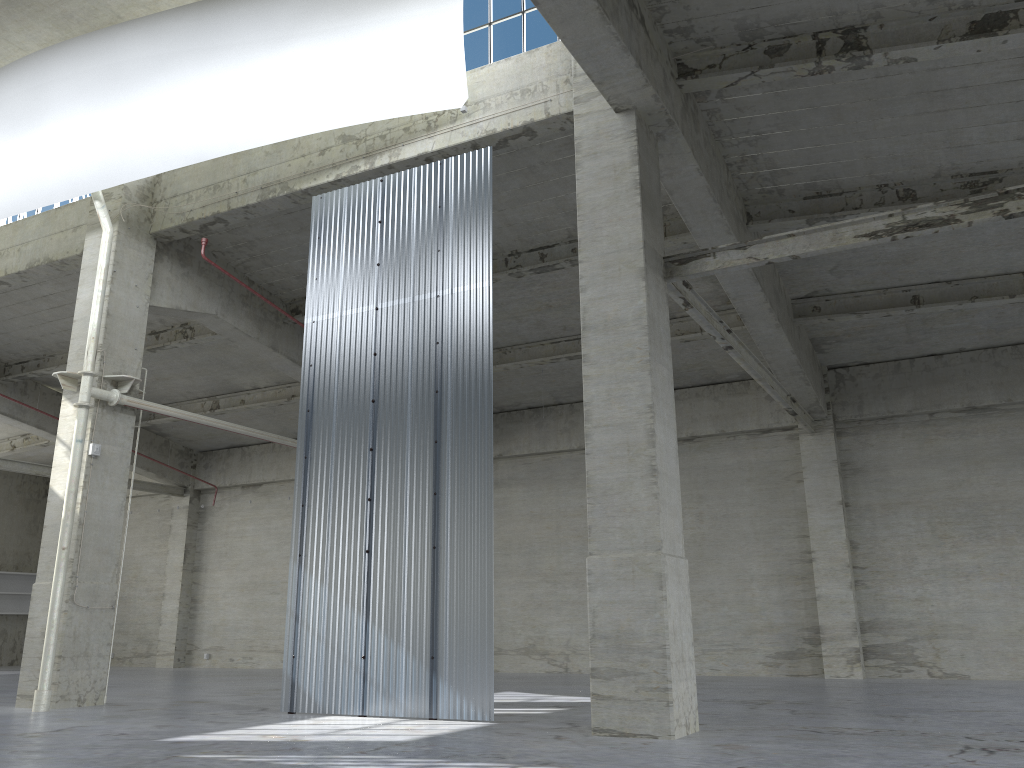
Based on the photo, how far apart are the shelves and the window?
34.5 meters

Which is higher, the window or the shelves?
the window

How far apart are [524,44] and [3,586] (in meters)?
36.39

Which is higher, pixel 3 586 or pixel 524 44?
pixel 524 44

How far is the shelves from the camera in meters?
40.1

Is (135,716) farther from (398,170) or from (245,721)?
(398,170)

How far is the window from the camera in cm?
1757

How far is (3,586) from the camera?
40.05m

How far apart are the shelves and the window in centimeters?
3451cm

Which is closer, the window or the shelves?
the window
